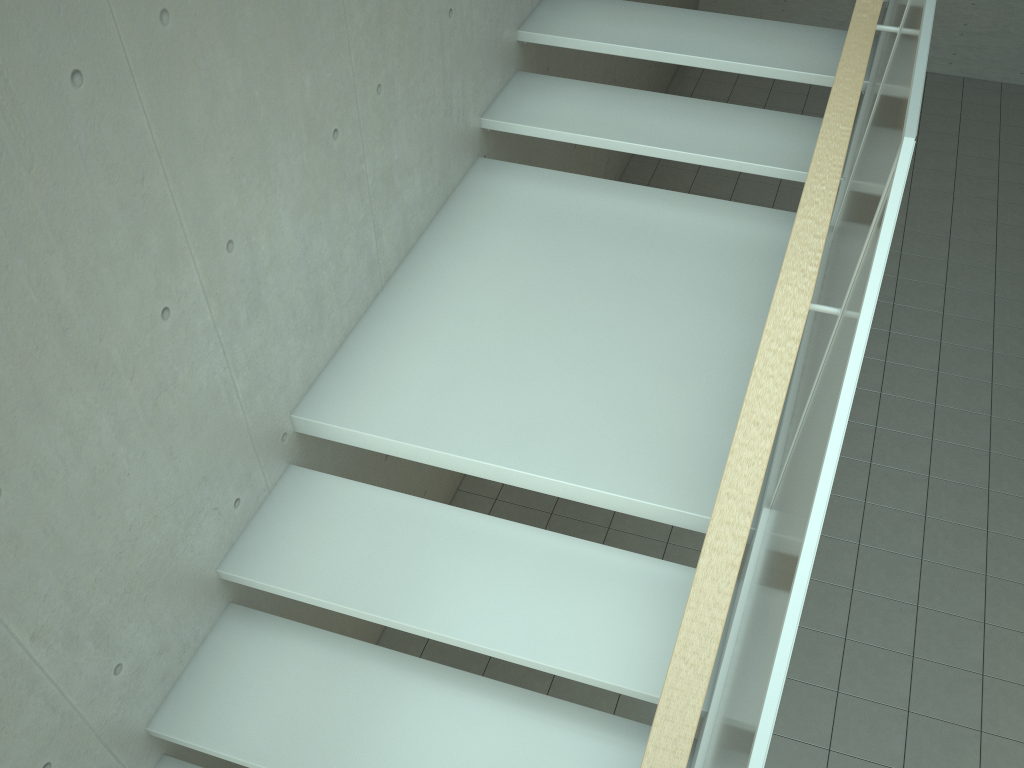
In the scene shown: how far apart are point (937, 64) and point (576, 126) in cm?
634

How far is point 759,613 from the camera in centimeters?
180cm

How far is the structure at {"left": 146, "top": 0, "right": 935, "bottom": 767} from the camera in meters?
1.8

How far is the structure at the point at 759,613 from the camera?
1.80m
